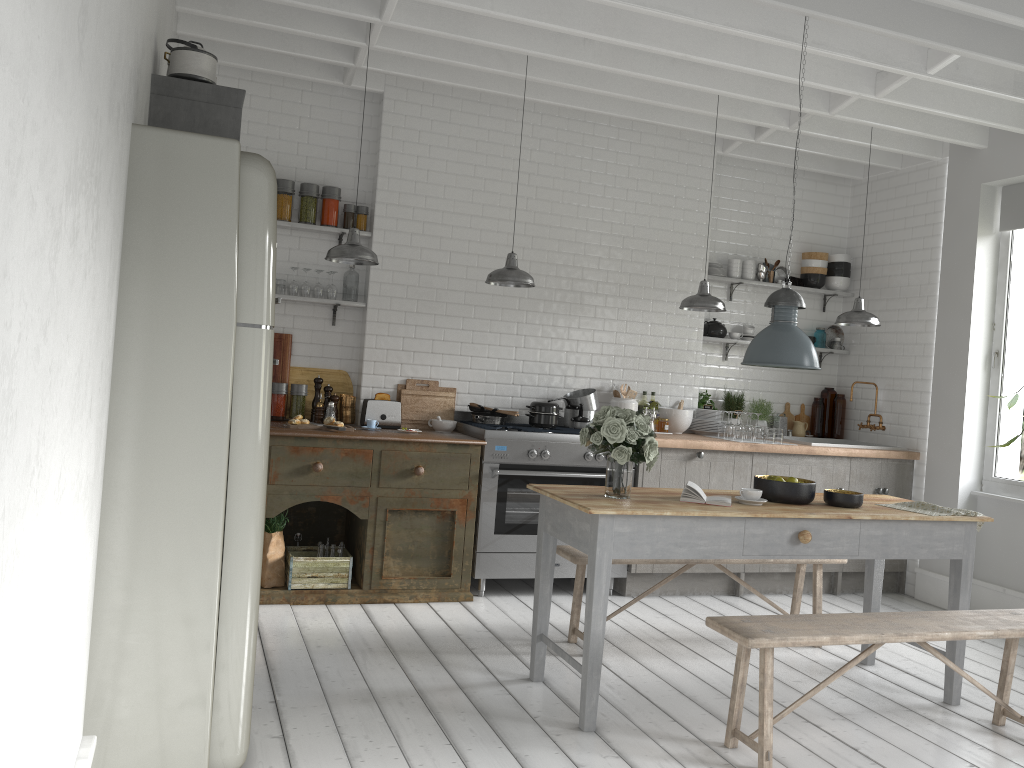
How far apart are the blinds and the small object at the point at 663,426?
3.37m

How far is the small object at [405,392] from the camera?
7.5 meters

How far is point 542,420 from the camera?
7.4 meters

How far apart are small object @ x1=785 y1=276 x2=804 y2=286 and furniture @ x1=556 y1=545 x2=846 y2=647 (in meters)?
3.53

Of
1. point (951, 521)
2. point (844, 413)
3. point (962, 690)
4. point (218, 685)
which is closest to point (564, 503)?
point (218, 685)

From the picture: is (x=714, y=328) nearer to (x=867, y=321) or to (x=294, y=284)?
(x=867, y=321)

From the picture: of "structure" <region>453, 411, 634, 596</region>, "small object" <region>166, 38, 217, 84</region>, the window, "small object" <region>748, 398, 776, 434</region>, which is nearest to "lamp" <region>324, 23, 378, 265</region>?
"structure" <region>453, 411, 634, 596</region>

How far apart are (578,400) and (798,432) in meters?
2.7

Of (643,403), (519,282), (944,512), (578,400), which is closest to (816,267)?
(643,403)

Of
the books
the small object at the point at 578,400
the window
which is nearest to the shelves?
the window
